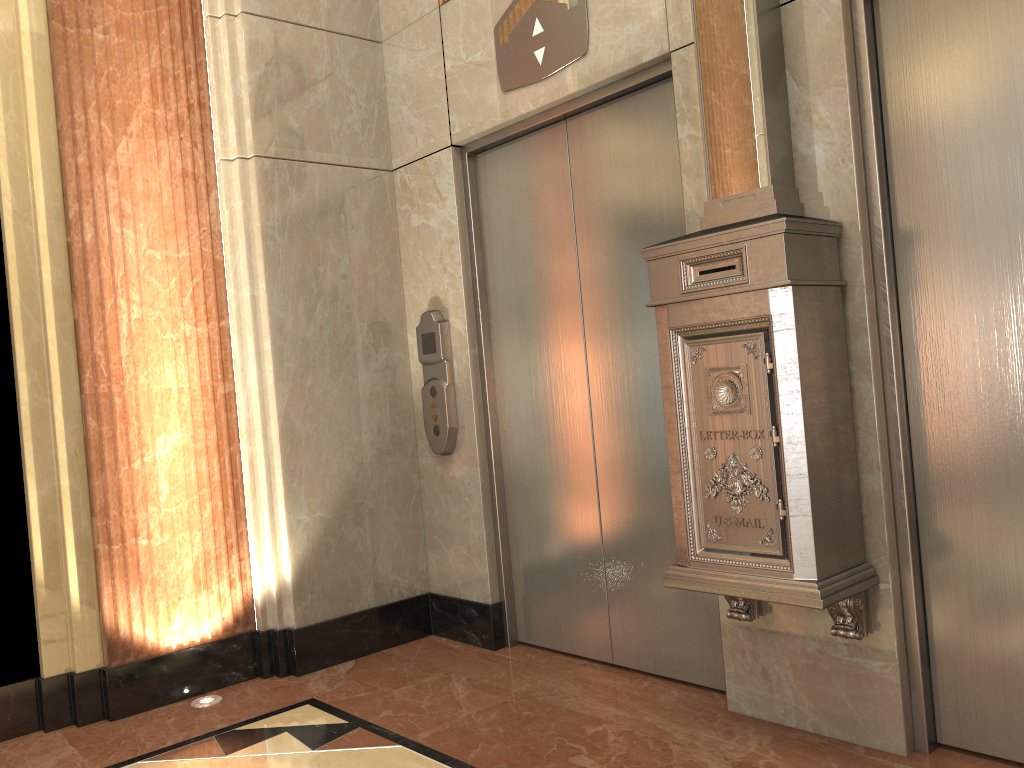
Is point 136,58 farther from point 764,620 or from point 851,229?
point 764,620
